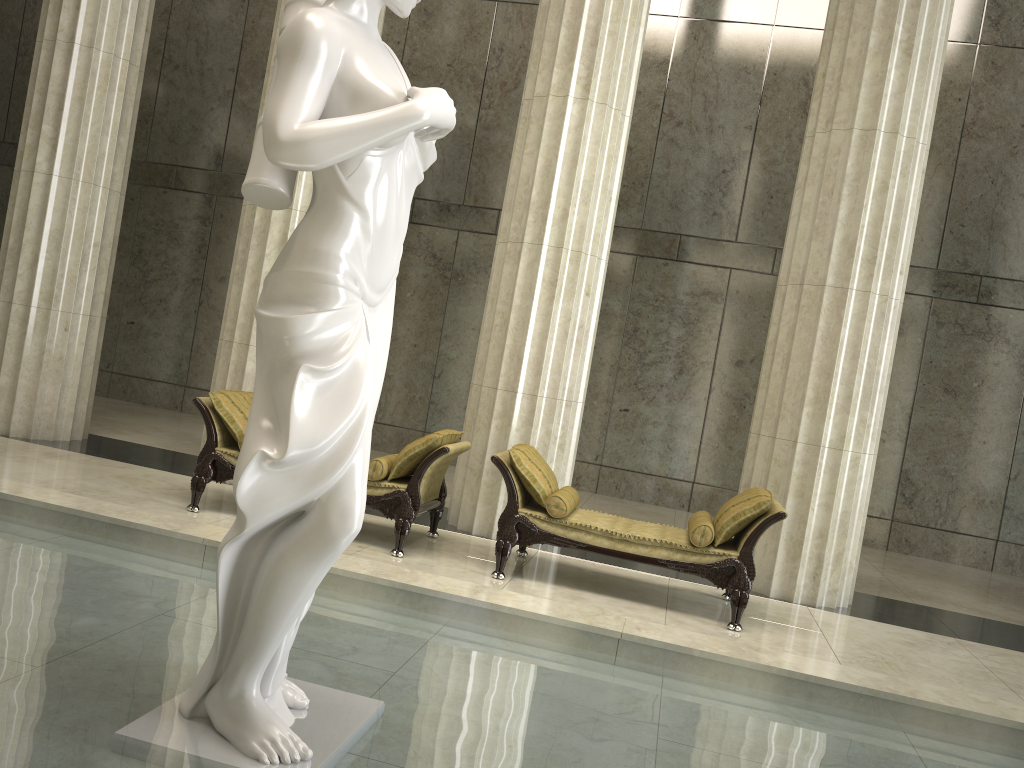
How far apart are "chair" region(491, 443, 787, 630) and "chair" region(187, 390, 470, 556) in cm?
36

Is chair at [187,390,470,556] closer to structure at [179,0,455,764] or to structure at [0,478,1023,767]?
structure at [0,478,1023,767]

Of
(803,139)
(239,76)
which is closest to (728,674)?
(803,139)

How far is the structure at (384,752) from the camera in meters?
3.0

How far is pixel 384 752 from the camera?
3.0 meters

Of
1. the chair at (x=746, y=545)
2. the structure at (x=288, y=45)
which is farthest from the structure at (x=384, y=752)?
the chair at (x=746, y=545)

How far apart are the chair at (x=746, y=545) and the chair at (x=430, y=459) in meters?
0.4

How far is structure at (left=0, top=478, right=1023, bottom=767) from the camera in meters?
3.0

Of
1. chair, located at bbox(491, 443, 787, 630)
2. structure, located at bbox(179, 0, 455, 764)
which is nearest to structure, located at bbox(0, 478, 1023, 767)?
structure, located at bbox(179, 0, 455, 764)

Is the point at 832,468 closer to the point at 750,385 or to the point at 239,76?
the point at 750,385
